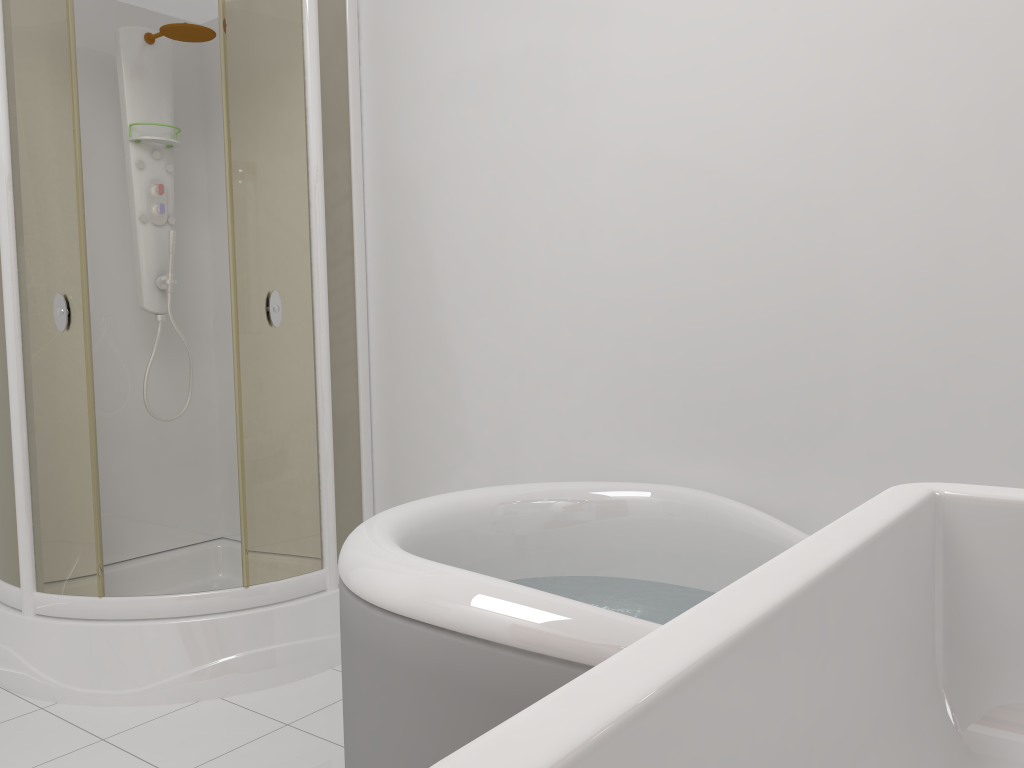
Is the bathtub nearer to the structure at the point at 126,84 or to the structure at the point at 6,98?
the structure at the point at 6,98

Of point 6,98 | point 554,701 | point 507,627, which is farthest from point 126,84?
point 554,701

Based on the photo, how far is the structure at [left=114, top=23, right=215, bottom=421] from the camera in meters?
3.0

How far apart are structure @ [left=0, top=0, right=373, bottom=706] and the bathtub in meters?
0.8 m

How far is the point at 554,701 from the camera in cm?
33

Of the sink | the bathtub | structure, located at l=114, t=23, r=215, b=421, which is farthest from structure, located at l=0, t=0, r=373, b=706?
the sink

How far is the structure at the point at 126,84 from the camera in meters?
3.0

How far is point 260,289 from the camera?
2.59m

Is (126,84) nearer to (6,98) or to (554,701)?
(6,98)

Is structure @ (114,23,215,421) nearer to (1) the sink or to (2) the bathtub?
(2) the bathtub
